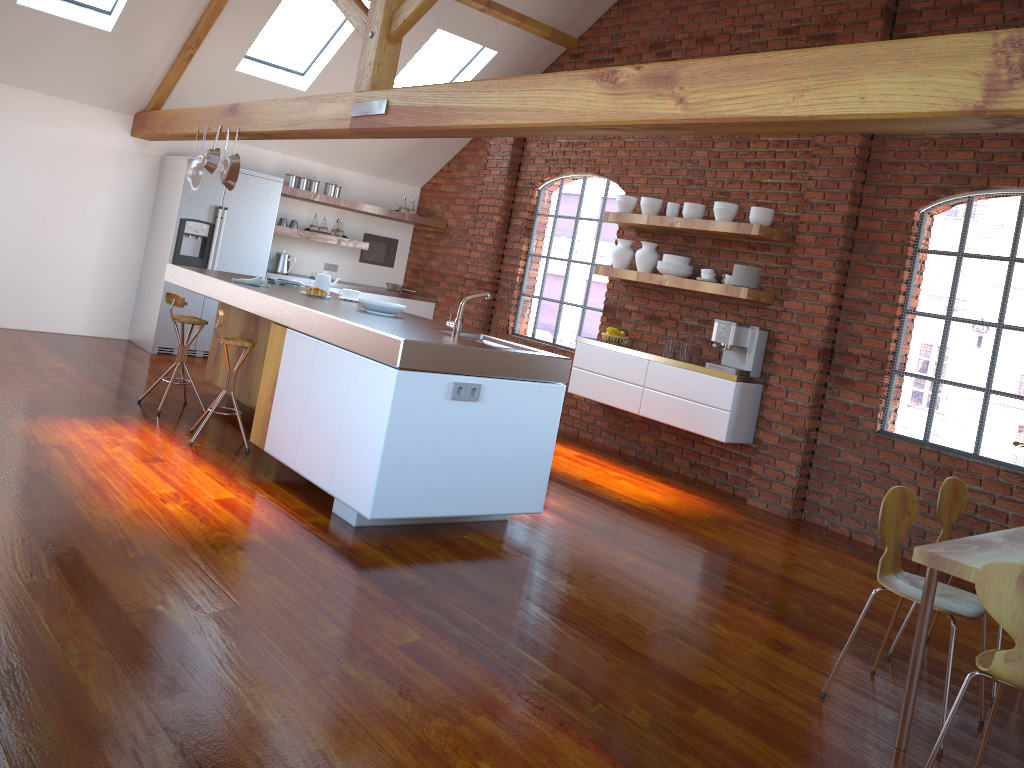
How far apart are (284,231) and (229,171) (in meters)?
2.47

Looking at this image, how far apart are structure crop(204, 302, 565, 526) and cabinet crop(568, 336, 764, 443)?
2.2 meters

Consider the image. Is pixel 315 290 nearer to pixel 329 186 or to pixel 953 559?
pixel 329 186

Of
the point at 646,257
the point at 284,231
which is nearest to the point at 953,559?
the point at 646,257

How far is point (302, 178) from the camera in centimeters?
858cm

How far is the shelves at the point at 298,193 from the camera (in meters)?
8.36

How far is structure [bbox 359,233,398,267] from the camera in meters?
9.7 m

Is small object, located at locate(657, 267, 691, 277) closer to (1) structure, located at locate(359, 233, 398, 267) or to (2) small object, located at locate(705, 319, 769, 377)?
(2) small object, located at locate(705, 319, 769, 377)

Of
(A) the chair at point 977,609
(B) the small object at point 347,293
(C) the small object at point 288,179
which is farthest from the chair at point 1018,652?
(C) the small object at point 288,179

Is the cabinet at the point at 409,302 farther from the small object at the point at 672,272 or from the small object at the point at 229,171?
the small object at the point at 672,272
